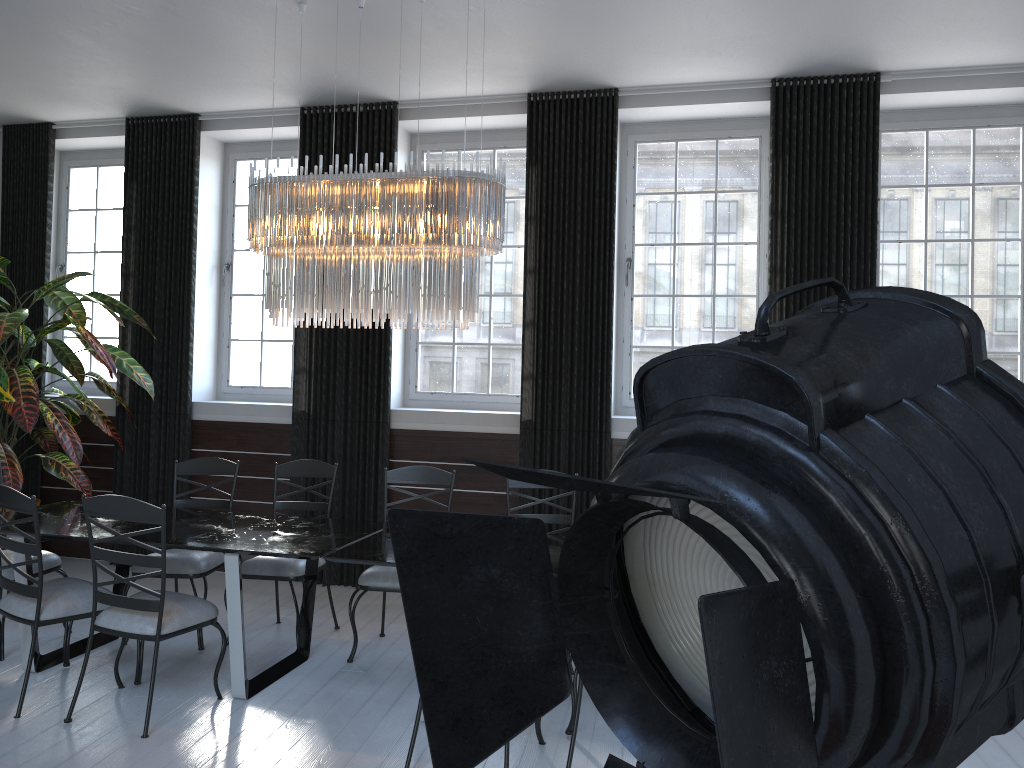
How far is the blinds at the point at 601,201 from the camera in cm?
560

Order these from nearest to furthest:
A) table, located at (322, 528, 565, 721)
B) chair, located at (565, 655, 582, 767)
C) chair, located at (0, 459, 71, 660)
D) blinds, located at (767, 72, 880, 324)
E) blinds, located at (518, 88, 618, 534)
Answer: chair, located at (565, 655, 582, 767) < table, located at (322, 528, 565, 721) < chair, located at (0, 459, 71, 660) < blinds, located at (767, 72, 880, 324) < blinds, located at (518, 88, 618, 534)

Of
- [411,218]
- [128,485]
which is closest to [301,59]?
[411,218]

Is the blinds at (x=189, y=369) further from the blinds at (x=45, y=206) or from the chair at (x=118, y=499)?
the chair at (x=118, y=499)

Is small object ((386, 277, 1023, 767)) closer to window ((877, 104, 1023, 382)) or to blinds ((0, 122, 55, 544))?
window ((877, 104, 1023, 382))

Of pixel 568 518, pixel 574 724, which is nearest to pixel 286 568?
pixel 568 518

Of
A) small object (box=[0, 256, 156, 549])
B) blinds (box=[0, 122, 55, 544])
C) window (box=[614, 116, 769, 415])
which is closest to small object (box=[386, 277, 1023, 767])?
window (box=[614, 116, 769, 415])

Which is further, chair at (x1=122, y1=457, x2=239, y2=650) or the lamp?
chair at (x1=122, y1=457, x2=239, y2=650)

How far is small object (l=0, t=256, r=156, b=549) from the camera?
5.44m

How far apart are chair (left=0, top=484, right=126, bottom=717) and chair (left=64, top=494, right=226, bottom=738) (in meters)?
0.23
